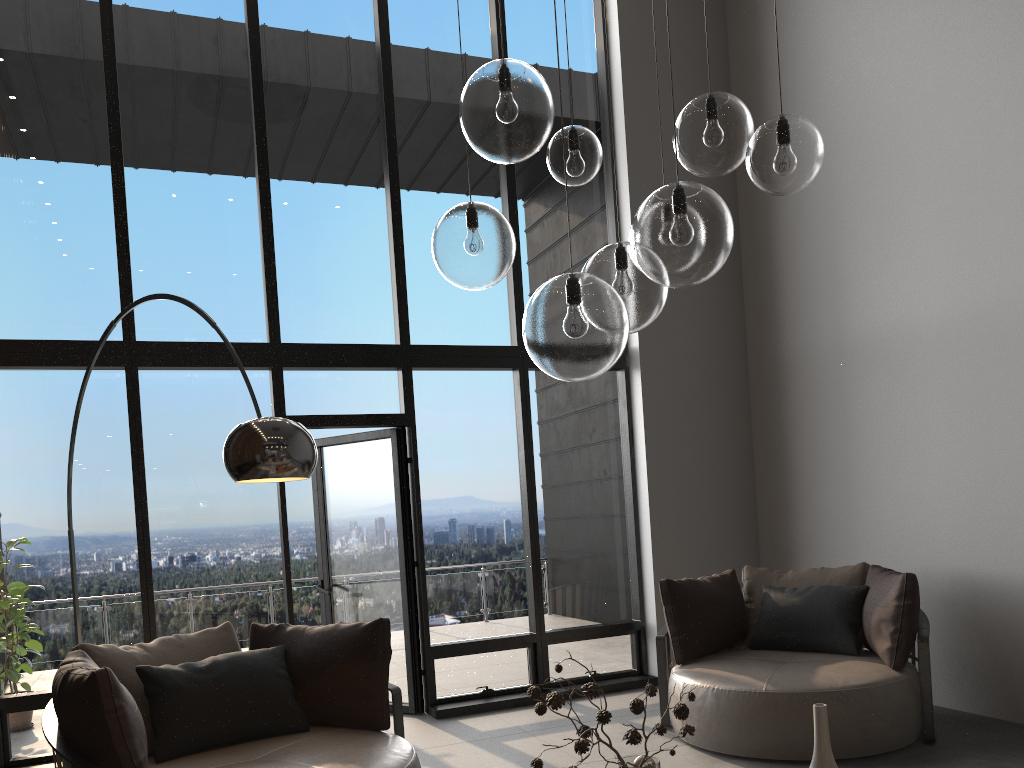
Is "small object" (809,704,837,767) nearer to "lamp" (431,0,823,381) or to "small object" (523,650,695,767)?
"small object" (523,650,695,767)

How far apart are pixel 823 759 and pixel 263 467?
1.9m

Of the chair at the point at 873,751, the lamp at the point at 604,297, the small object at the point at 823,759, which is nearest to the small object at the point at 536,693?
the small object at the point at 823,759

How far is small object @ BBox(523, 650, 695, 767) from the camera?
2.1m

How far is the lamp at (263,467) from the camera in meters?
2.9

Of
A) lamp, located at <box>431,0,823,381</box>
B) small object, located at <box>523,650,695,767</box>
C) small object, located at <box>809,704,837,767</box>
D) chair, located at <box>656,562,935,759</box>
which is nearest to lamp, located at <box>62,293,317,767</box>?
lamp, located at <box>431,0,823,381</box>

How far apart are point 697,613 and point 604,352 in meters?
3.5

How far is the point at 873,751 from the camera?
4.1m

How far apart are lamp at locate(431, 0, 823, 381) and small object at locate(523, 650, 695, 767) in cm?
73

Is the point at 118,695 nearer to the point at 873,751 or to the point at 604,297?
the point at 604,297
